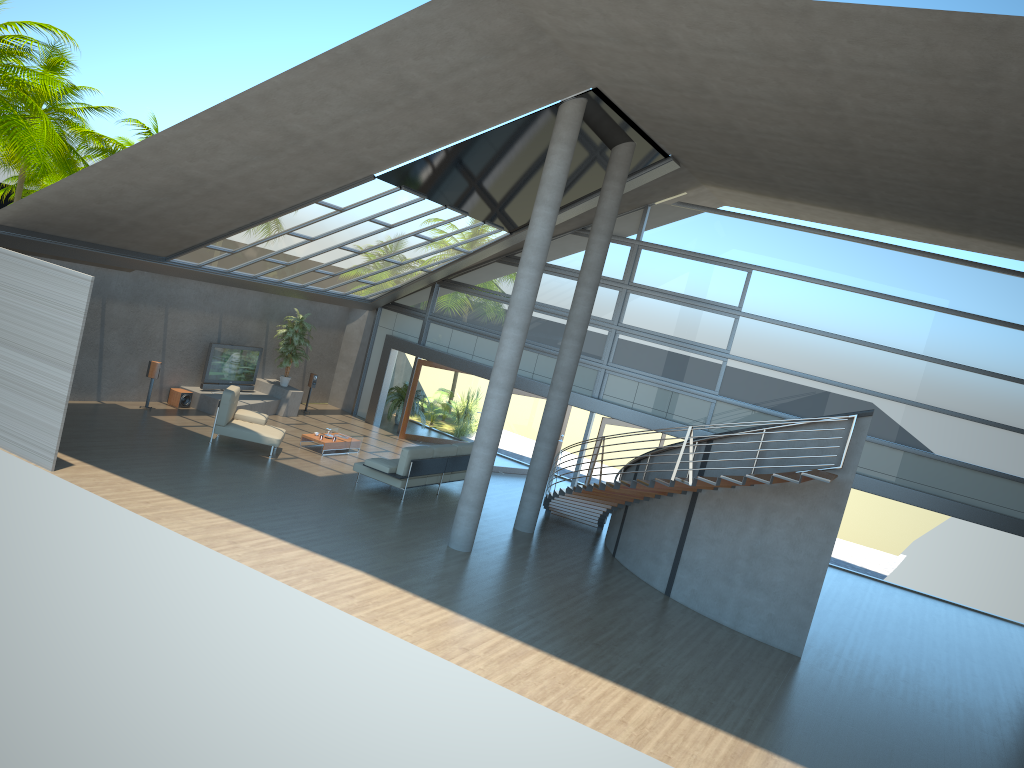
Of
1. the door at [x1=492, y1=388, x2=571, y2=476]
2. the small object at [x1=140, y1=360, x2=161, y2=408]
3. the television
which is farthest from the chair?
the door at [x1=492, y1=388, x2=571, y2=476]

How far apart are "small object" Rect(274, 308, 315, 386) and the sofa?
5.1m

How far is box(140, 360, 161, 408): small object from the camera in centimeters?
1743cm

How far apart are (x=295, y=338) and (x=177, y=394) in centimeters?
306cm

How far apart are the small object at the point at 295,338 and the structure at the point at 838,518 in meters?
7.2 m

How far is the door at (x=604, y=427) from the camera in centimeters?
1869cm

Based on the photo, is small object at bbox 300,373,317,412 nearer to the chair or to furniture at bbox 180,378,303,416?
furniture at bbox 180,378,303,416

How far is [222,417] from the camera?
15.9m

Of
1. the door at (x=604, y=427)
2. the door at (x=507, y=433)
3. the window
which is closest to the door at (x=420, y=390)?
the window

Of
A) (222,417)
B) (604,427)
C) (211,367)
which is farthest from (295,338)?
(604,427)
